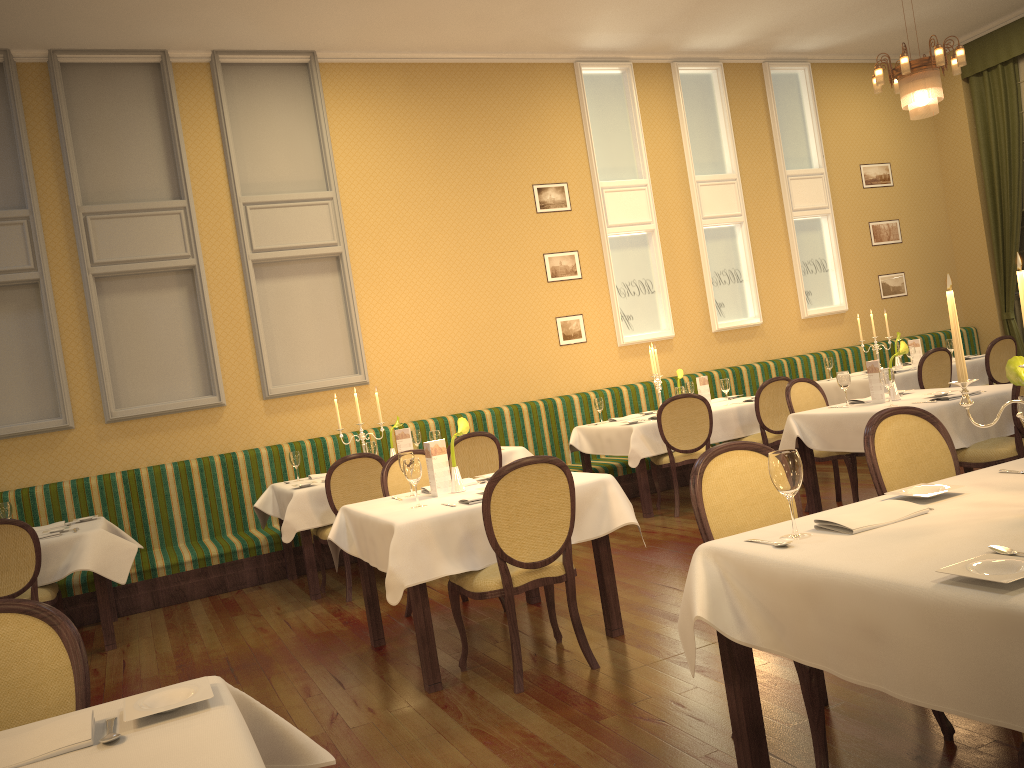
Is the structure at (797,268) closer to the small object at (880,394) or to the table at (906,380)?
the table at (906,380)

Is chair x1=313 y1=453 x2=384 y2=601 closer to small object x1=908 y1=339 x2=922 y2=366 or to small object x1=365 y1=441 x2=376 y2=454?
small object x1=365 y1=441 x2=376 y2=454

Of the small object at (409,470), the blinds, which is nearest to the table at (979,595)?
the small object at (409,470)

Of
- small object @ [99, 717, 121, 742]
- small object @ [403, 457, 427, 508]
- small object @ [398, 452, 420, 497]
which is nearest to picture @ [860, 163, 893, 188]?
small object @ [398, 452, 420, 497]

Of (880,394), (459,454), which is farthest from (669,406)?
(459,454)

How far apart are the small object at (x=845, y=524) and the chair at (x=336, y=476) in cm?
389

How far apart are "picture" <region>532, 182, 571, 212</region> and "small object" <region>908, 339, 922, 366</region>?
3.8m

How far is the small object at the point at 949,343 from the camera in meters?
8.7

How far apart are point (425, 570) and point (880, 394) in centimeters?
342cm

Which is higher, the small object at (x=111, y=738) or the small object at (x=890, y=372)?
the small object at (x=890, y=372)
